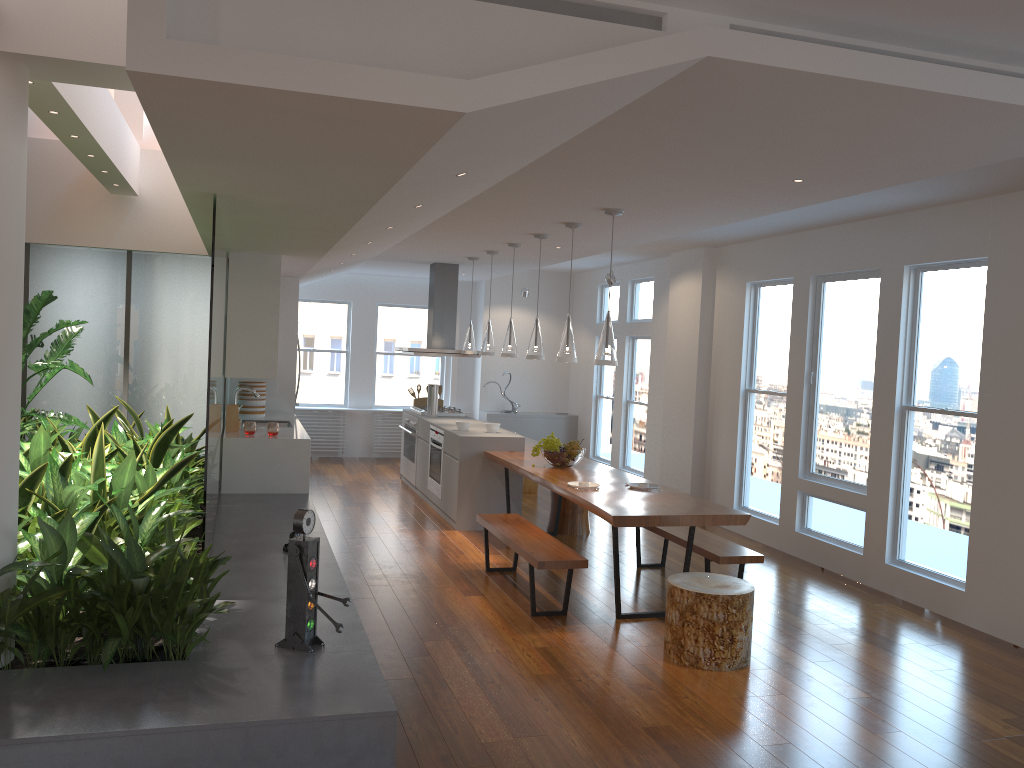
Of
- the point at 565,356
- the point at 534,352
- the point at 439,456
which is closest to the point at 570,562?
the point at 565,356

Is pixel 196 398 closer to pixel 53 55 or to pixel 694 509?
pixel 694 509

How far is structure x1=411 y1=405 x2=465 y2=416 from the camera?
9.7 meters

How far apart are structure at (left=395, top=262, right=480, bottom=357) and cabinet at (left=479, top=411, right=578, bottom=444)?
2.1m

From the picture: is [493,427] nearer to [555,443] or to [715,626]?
[555,443]

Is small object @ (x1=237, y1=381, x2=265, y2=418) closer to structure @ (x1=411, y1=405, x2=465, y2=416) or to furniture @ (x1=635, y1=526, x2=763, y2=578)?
structure @ (x1=411, y1=405, x2=465, y2=416)

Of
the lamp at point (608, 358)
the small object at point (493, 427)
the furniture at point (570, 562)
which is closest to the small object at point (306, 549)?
the furniture at point (570, 562)

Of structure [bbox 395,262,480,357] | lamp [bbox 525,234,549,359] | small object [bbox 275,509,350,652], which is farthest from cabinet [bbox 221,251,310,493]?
small object [bbox 275,509,350,652]

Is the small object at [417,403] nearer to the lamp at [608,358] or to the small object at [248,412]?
the small object at [248,412]

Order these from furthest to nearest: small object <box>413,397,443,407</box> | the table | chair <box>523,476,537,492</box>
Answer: small object <box>413,397,443,407</box> → chair <box>523,476,537,492</box> → the table
